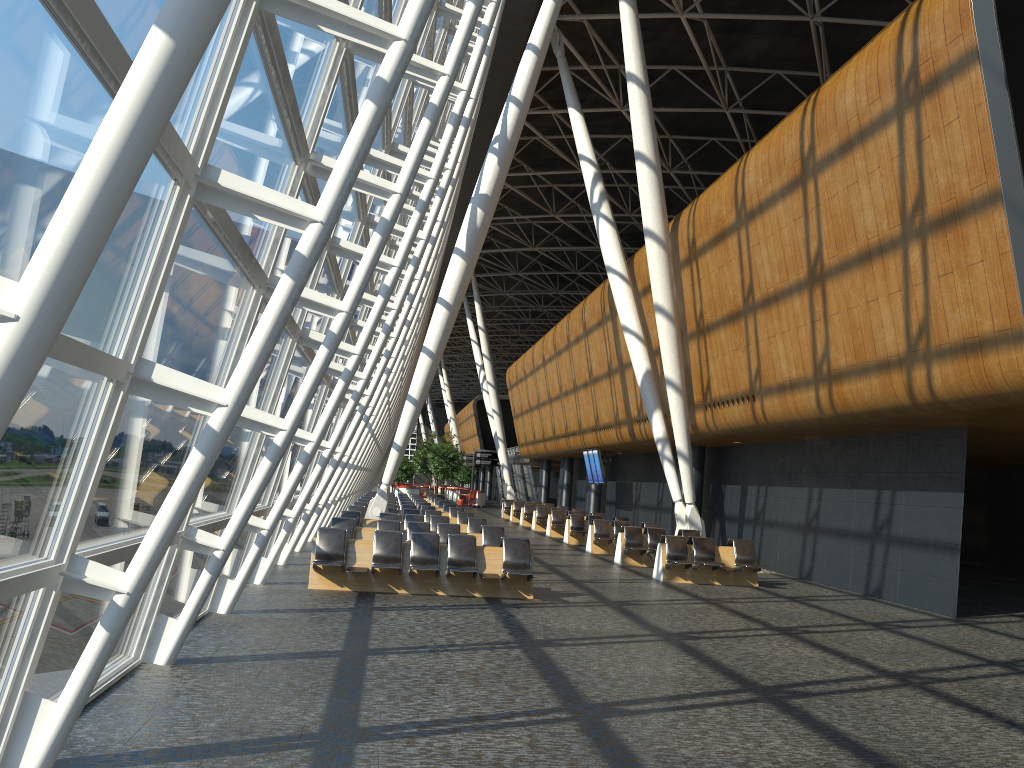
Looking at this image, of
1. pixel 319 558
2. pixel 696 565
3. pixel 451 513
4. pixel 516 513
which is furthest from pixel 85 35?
pixel 516 513

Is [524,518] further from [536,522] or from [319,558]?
[319,558]

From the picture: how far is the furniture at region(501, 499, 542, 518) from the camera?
39.8 meters

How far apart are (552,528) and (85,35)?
25.7m

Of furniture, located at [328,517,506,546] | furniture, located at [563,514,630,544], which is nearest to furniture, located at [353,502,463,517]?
furniture, located at [563,514,630,544]

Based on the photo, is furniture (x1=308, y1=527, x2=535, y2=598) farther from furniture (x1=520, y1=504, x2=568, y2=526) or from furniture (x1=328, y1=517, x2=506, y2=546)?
furniture (x1=520, y1=504, x2=568, y2=526)

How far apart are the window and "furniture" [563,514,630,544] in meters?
9.3 m

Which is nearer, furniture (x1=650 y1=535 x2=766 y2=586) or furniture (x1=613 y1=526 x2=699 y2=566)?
furniture (x1=650 y1=535 x2=766 y2=586)

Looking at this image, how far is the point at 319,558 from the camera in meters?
12.4

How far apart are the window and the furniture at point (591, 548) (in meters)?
7.62
